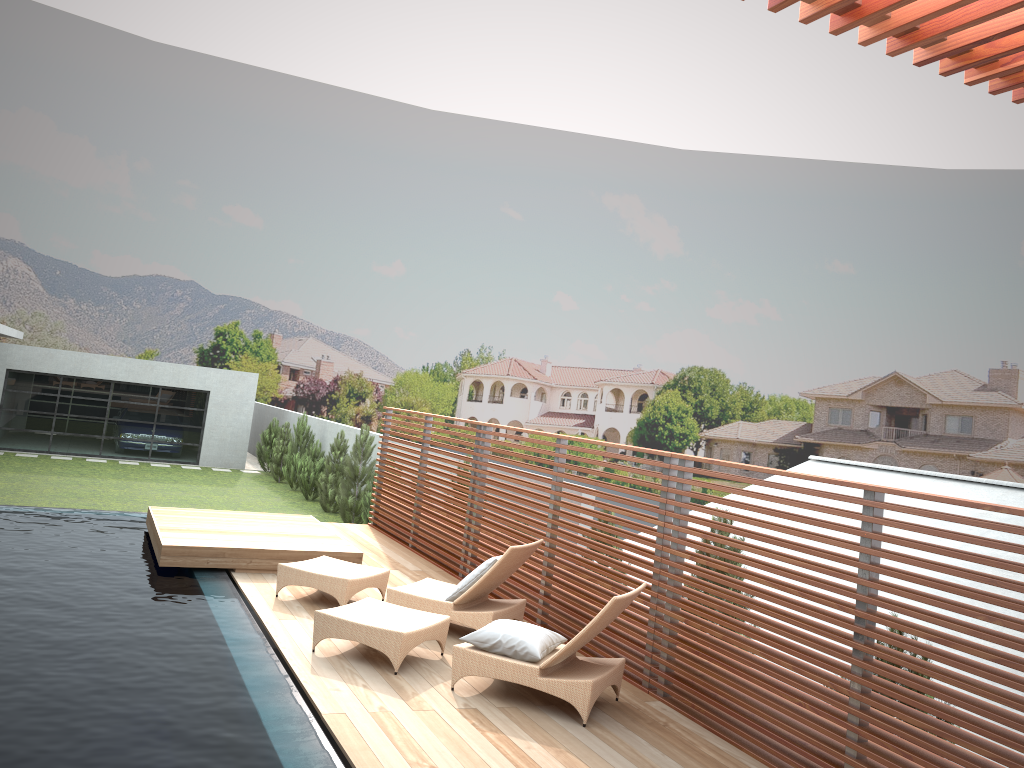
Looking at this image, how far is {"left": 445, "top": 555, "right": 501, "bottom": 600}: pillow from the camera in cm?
746

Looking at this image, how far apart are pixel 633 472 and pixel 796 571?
1.8 meters

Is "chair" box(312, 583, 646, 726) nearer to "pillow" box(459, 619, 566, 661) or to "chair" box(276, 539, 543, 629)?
"pillow" box(459, 619, 566, 661)

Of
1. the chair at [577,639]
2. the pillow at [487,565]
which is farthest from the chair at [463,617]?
the chair at [577,639]

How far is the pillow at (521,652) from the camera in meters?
6.0 m

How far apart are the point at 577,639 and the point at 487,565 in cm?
178

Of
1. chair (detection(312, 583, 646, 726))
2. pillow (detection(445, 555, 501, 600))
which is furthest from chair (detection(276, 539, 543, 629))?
chair (detection(312, 583, 646, 726))

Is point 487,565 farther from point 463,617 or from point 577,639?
point 577,639

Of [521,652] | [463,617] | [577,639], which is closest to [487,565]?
[463,617]

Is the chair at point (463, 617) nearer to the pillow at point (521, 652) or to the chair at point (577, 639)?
the chair at point (577, 639)
